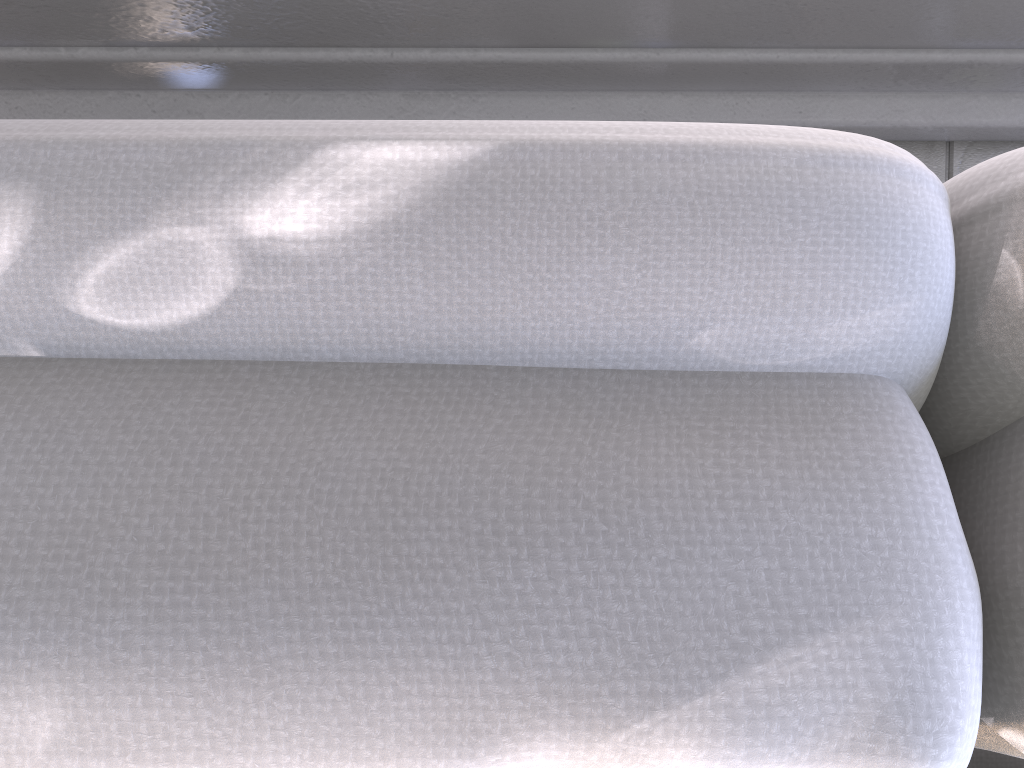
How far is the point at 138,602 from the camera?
0.22m

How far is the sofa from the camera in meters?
0.2

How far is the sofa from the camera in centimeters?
22cm
